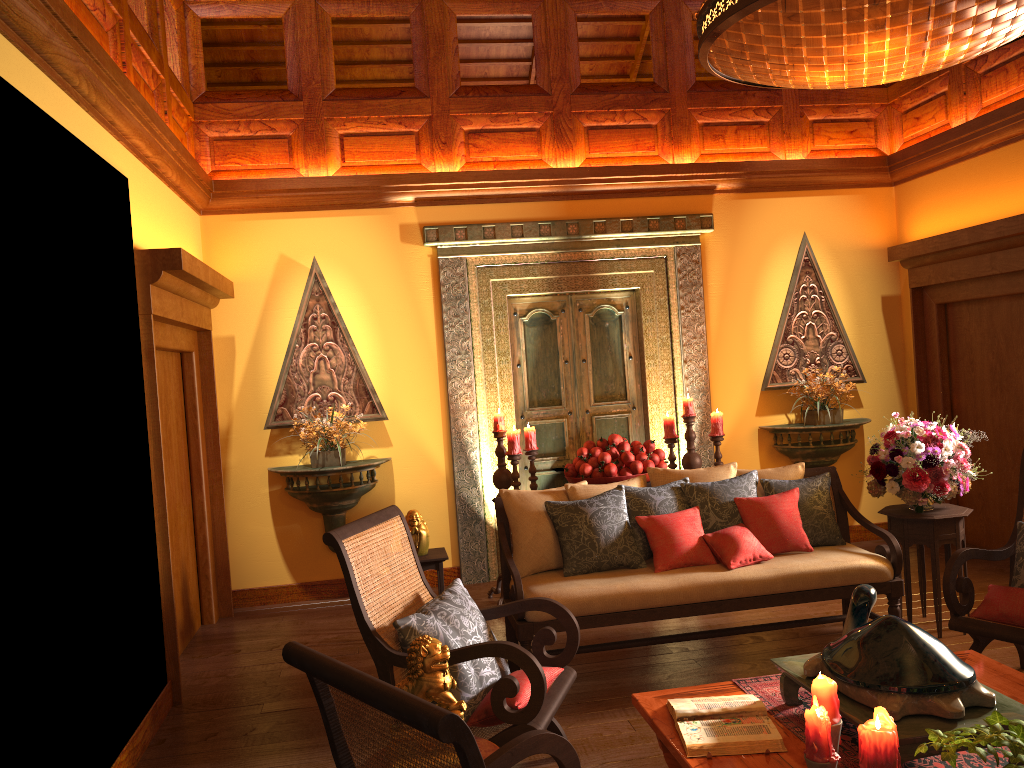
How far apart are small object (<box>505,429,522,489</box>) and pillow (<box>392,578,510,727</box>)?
2.09m

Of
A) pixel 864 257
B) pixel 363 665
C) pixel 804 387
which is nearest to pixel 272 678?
pixel 363 665

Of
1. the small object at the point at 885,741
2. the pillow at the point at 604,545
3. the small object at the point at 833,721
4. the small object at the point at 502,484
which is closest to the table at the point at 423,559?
the small object at the point at 502,484

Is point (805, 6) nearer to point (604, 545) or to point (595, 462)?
point (604, 545)

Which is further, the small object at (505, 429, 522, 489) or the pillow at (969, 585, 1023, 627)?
the small object at (505, 429, 522, 489)

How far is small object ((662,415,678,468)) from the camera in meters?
5.9 m

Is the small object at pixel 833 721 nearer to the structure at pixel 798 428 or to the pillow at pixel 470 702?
the pillow at pixel 470 702

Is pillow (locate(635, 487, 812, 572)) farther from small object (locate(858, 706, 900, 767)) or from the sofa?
small object (locate(858, 706, 900, 767))

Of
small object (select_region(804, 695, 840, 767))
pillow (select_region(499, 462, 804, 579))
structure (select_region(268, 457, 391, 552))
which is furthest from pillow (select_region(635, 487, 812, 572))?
structure (select_region(268, 457, 391, 552))

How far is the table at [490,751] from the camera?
2.7m
